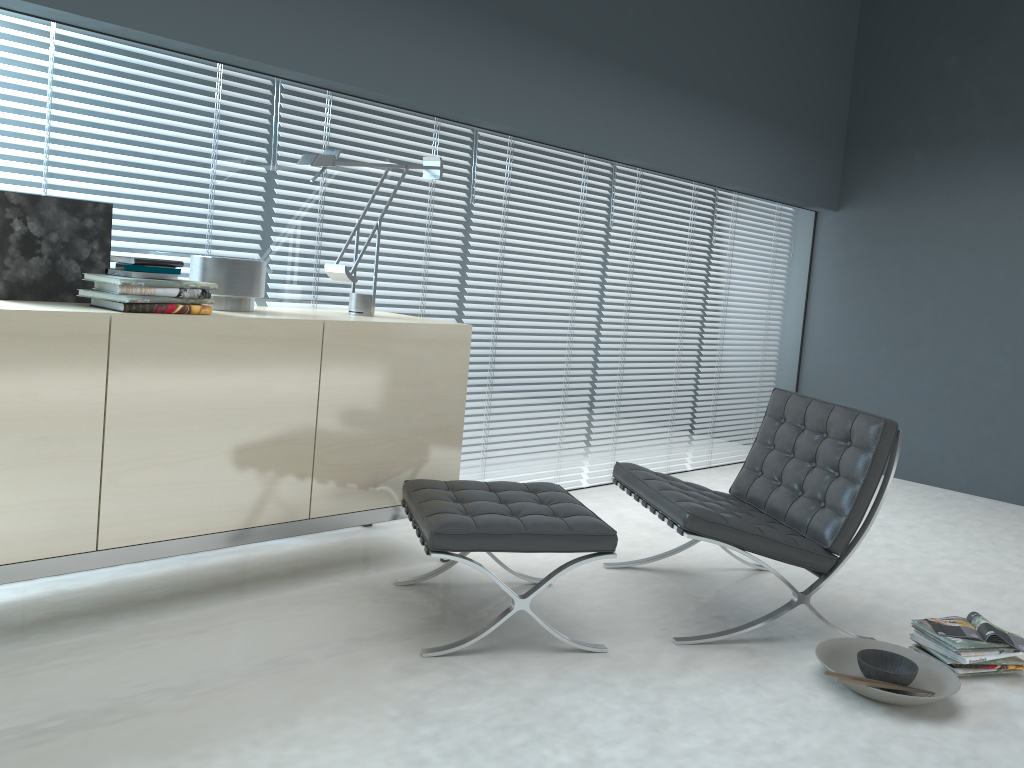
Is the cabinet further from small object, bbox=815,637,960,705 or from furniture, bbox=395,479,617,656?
small object, bbox=815,637,960,705

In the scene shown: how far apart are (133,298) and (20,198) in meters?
0.5

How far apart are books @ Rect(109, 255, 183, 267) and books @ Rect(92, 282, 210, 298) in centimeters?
9cm

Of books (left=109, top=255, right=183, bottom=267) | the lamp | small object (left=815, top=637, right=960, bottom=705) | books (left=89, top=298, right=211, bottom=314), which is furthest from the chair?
books (left=109, top=255, right=183, bottom=267)

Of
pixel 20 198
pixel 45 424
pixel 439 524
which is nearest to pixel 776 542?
pixel 439 524

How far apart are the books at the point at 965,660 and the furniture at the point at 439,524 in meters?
1.0

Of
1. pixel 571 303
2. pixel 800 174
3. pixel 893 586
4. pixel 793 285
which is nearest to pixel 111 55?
pixel 571 303

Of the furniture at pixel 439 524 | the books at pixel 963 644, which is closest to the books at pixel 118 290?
the furniture at pixel 439 524

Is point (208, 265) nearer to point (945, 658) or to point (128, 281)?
point (128, 281)

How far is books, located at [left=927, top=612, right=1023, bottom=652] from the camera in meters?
2.7
